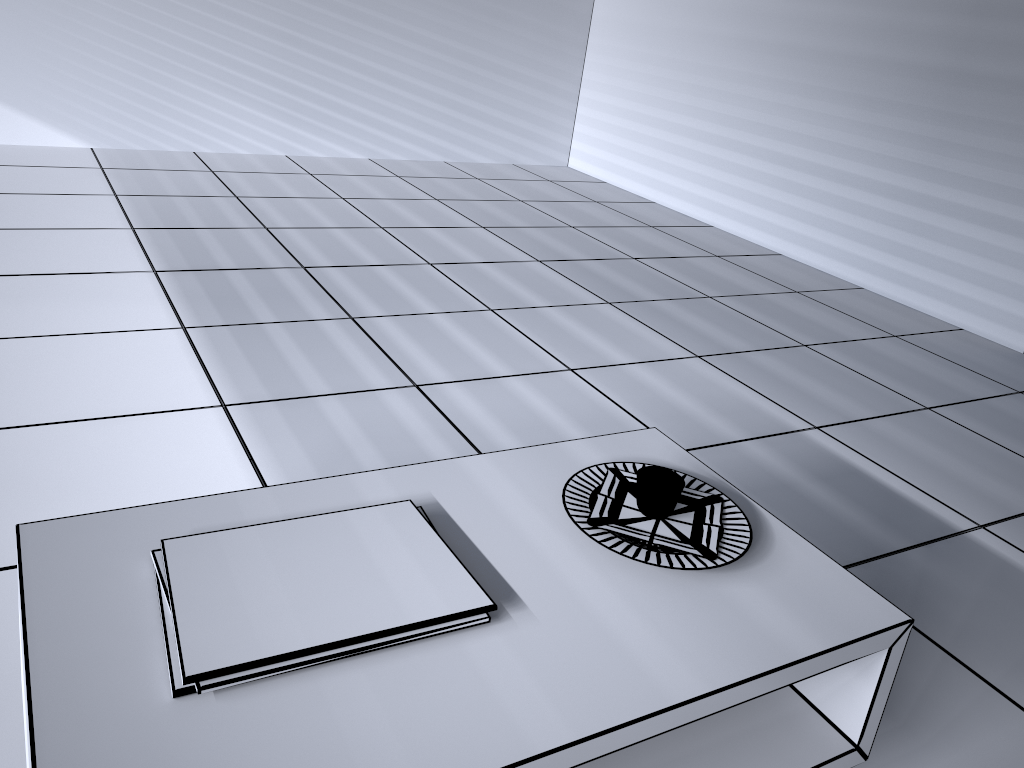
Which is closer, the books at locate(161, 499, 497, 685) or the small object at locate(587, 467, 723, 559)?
the books at locate(161, 499, 497, 685)

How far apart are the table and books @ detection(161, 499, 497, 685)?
0.02m

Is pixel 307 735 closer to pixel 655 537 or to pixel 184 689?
pixel 184 689

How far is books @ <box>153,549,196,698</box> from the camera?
1.1m

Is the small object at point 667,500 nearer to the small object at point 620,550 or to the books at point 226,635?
the small object at point 620,550

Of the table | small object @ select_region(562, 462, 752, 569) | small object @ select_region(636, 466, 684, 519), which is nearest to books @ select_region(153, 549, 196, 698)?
the table

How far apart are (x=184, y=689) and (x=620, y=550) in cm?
68

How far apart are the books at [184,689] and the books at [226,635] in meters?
0.0

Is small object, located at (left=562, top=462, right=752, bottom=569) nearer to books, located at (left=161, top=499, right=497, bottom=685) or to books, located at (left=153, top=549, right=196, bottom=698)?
books, located at (left=161, top=499, right=497, bottom=685)

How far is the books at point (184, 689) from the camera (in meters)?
1.06
